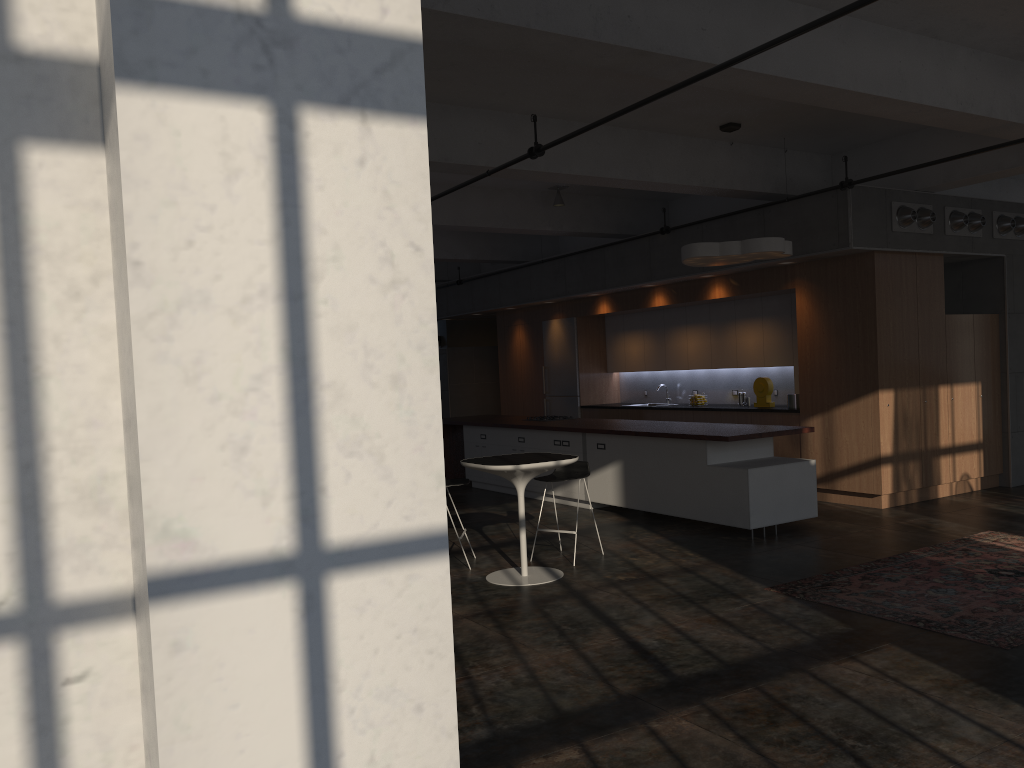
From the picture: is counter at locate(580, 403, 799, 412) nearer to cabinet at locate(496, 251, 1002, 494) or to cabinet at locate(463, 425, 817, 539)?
cabinet at locate(496, 251, 1002, 494)

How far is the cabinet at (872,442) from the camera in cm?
922

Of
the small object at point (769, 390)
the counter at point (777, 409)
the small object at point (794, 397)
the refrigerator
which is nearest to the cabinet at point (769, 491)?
the counter at point (777, 409)

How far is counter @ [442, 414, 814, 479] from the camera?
8.3 meters

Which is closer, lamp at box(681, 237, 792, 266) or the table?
the table

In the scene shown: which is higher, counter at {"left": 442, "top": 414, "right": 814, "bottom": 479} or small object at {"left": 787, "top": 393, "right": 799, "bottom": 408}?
small object at {"left": 787, "top": 393, "right": 799, "bottom": 408}

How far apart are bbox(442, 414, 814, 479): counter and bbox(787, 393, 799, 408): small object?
1.5m

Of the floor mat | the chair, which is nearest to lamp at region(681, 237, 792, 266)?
the chair

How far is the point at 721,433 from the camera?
8.3 meters

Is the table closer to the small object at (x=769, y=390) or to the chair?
Answer: the chair
